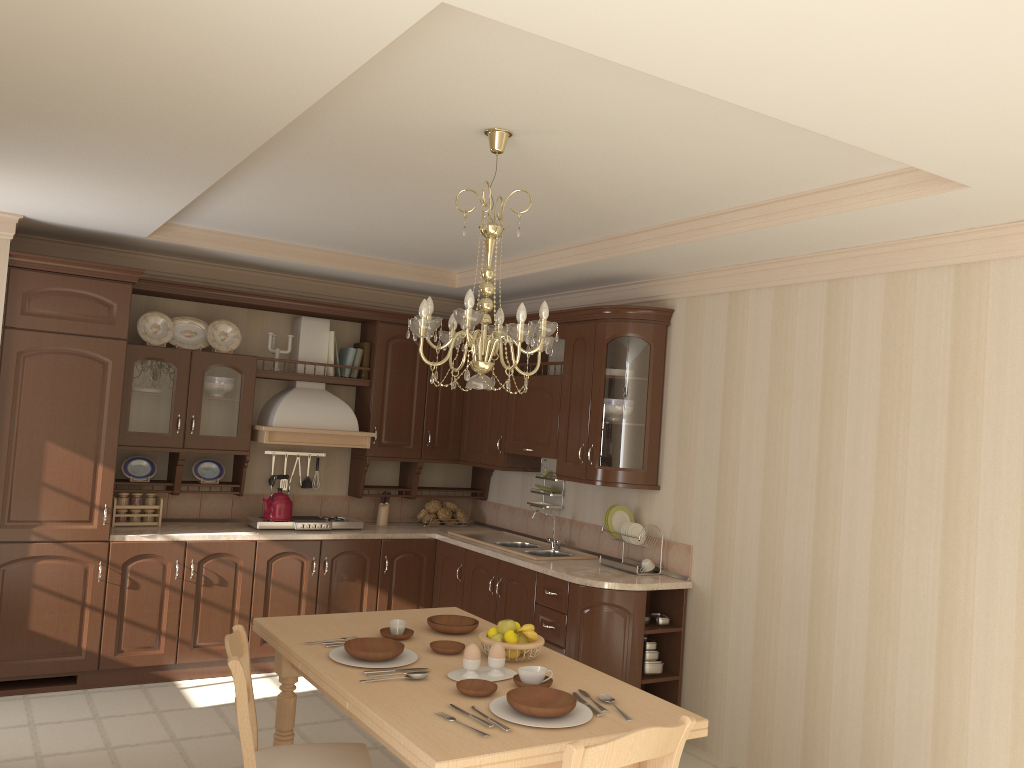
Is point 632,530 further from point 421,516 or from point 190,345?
point 190,345

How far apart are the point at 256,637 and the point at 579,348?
2.6m

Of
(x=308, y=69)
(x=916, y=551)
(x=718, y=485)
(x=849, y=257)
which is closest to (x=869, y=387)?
(x=849, y=257)

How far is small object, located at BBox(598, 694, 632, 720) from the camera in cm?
272

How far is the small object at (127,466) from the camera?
5.4m

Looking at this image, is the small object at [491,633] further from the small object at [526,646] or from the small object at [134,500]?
the small object at [134,500]

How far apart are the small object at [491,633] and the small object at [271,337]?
3.19m

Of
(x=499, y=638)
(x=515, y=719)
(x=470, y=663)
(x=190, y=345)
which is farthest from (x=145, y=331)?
(x=515, y=719)

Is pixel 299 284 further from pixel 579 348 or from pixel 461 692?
pixel 461 692

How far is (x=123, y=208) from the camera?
4.2 meters
